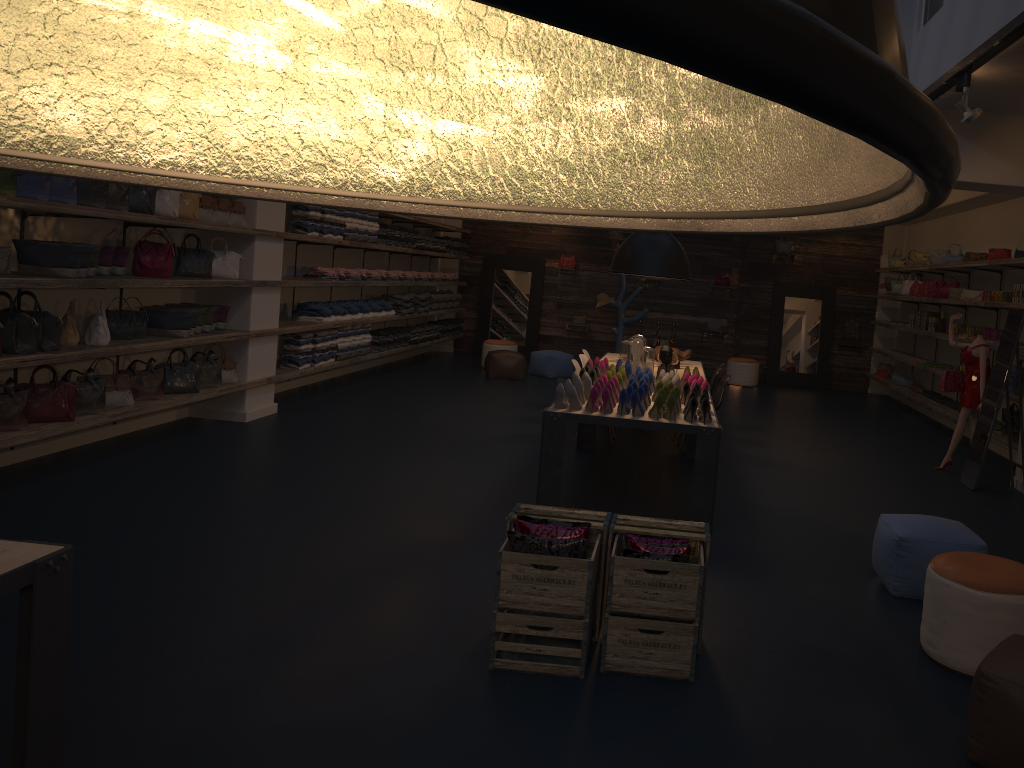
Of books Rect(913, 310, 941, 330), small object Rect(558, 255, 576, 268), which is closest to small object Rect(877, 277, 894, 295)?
books Rect(913, 310, 941, 330)

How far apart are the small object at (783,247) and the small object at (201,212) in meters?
10.4

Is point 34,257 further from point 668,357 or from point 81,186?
point 668,357

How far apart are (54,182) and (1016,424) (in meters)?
8.56

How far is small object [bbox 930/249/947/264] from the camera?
11.7m

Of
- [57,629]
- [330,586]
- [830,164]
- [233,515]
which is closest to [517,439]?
[233,515]

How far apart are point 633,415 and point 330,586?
2.4m

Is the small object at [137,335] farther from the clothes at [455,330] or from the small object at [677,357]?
the clothes at [455,330]

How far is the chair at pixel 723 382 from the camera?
8.9 meters

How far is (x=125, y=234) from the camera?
7.6m
